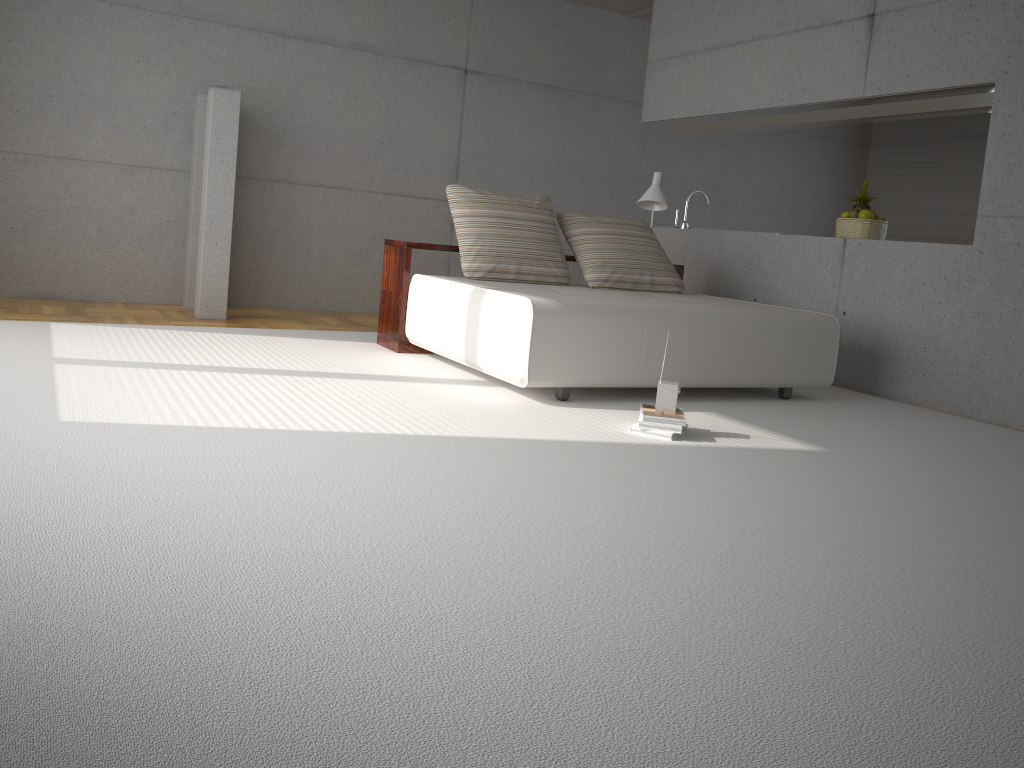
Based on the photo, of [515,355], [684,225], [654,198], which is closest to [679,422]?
[515,355]

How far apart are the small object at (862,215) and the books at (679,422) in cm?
303

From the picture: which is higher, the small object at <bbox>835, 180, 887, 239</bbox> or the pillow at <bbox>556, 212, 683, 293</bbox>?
the small object at <bbox>835, 180, 887, 239</bbox>

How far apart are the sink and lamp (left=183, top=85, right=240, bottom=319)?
3.7m

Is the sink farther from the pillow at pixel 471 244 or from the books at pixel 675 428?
the books at pixel 675 428

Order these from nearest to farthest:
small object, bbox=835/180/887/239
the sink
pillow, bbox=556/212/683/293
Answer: pillow, bbox=556/212/683/293 → small object, bbox=835/180/887/239 → the sink

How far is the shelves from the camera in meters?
5.6

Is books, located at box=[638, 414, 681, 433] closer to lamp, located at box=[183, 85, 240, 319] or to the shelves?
the shelves

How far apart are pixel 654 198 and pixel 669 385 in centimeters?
300cm

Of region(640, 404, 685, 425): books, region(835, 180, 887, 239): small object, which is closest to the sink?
region(835, 180, 887, 239): small object
